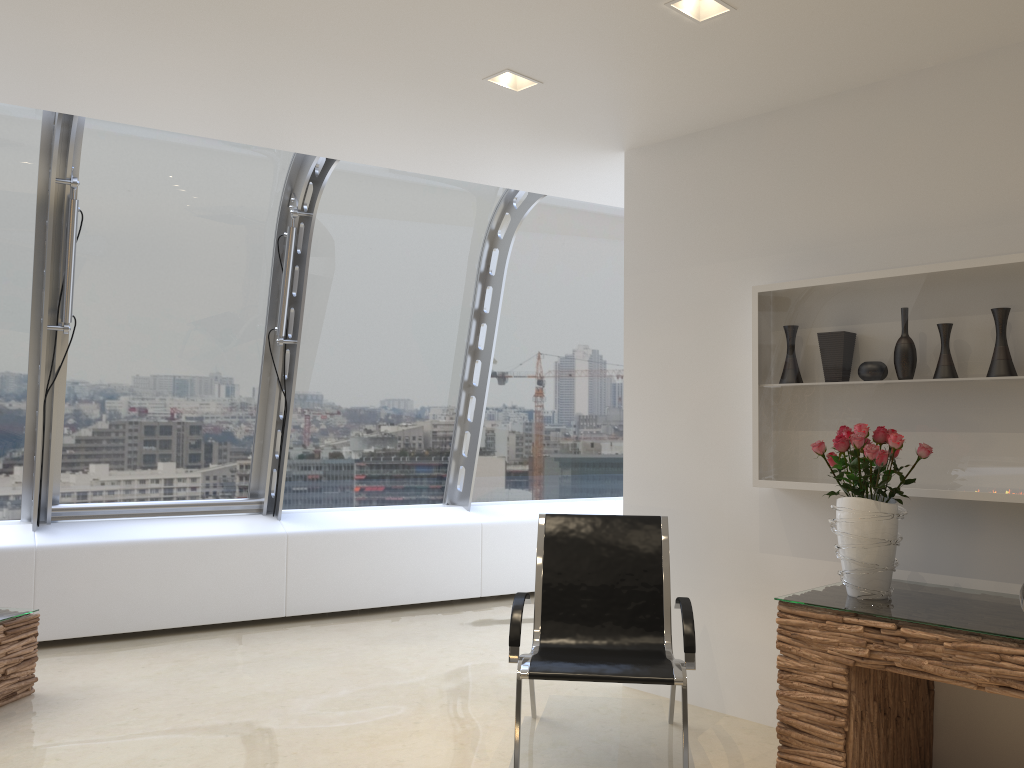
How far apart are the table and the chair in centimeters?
251cm

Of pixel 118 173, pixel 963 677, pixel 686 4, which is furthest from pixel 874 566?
pixel 118 173

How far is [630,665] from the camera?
3.5m

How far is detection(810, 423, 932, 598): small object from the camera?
3.2m

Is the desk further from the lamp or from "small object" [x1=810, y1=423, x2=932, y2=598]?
the lamp

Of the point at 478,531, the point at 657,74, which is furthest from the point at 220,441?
the point at 657,74

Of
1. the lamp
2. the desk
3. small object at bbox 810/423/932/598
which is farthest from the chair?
the lamp

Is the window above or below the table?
above

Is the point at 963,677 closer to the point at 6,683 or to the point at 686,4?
the point at 686,4

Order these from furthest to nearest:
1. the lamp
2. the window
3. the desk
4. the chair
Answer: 1. the window
2. the chair
3. the lamp
4. the desk
